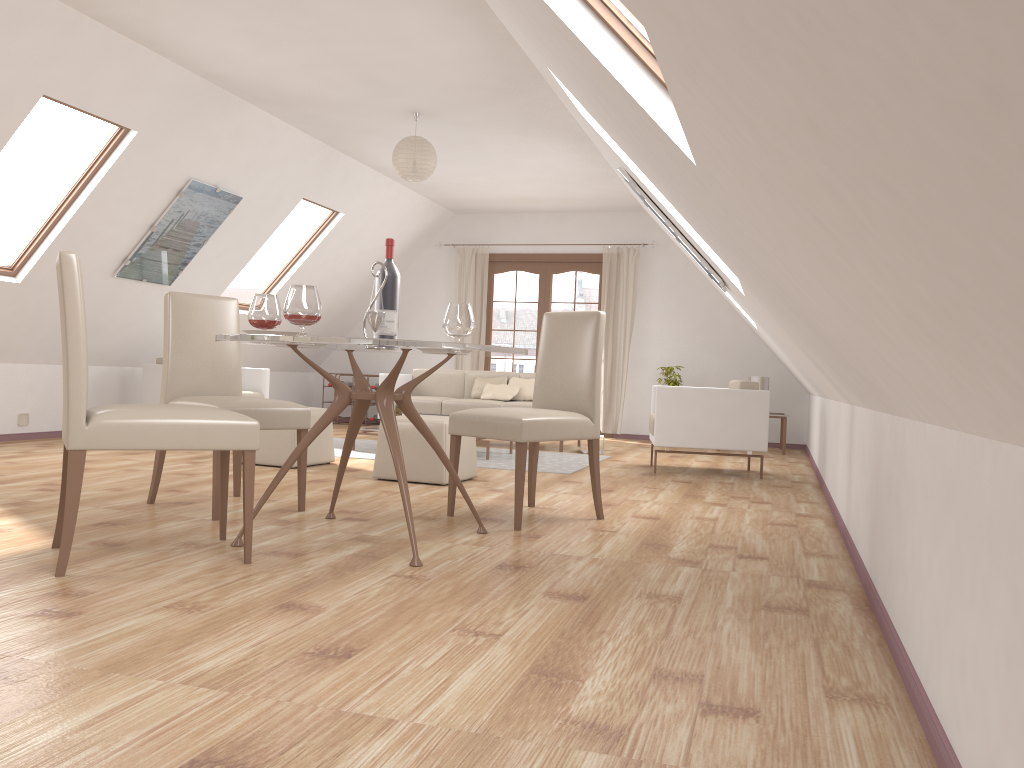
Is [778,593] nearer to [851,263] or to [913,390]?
[913,390]

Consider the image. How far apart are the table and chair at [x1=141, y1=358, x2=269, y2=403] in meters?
4.3 m

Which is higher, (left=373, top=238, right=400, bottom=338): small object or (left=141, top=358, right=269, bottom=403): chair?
(left=373, top=238, right=400, bottom=338): small object

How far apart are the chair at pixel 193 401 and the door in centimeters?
632cm

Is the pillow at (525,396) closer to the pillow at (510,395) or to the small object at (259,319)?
the pillow at (510,395)

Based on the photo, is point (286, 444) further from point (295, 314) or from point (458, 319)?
point (295, 314)

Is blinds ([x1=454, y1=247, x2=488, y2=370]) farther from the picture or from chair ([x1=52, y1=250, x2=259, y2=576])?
chair ([x1=52, y1=250, x2=259, y2=576])

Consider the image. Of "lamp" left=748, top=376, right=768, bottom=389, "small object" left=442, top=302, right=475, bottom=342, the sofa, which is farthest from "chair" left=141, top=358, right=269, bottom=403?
"lamp" left=748, top=376, right=768, bottom=389

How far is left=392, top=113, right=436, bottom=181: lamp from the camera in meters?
6.5

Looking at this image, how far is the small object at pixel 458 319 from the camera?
3.6m
